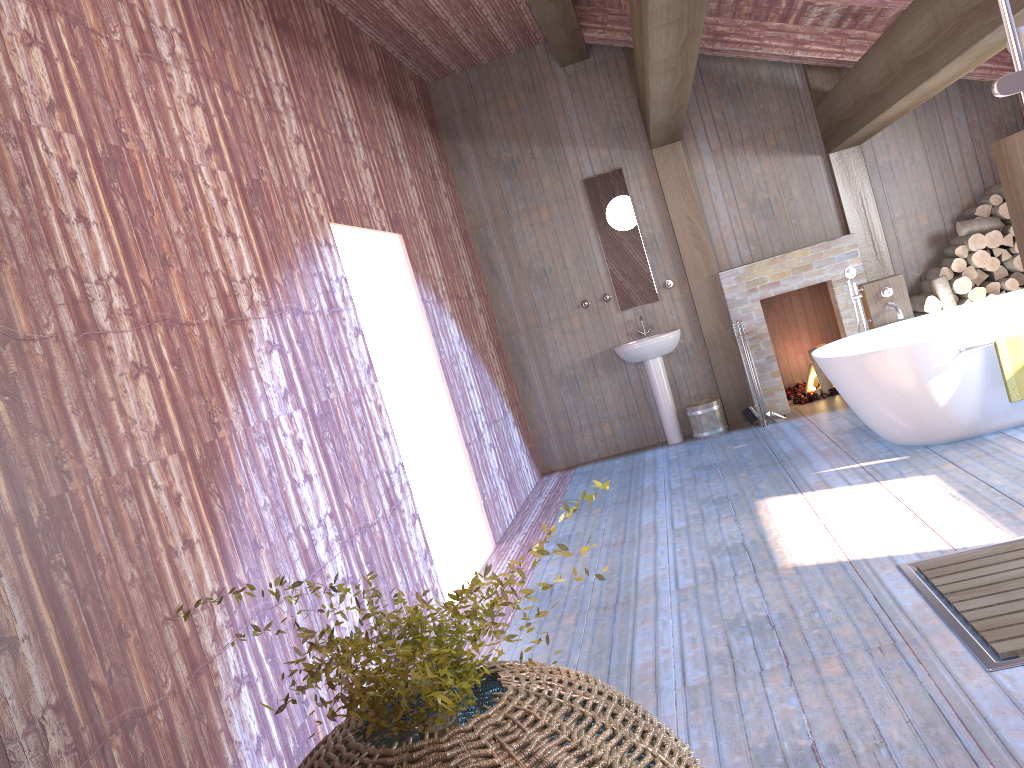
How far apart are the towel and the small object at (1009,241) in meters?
2.4 m

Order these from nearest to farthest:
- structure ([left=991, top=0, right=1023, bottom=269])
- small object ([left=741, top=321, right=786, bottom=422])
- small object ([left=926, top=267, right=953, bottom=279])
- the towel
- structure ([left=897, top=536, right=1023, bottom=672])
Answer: structure ([left=991, top=0, right=1023, bottom=269]) < structure ([left=897, top=536, right=1023, bottom=672]) < the towel < small object ([left=926, top=267, right=953, bottom=279]) < small object ([left=741, top=321, right=786, bottom=422])

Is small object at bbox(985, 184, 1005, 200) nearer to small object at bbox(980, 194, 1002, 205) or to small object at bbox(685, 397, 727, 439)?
small object at bbox(980, 194, 1002, 205)

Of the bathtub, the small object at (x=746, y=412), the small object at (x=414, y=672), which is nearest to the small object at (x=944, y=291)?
the bathtub

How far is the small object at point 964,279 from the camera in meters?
6.9

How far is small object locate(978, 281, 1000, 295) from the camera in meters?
6.9

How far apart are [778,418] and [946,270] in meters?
1.7 m

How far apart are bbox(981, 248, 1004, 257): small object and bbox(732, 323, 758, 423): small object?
2.2 meters

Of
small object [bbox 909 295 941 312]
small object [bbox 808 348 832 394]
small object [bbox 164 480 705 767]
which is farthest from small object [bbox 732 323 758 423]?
small object [bbox 164 480 705 767]

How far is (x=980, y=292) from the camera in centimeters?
687cm
